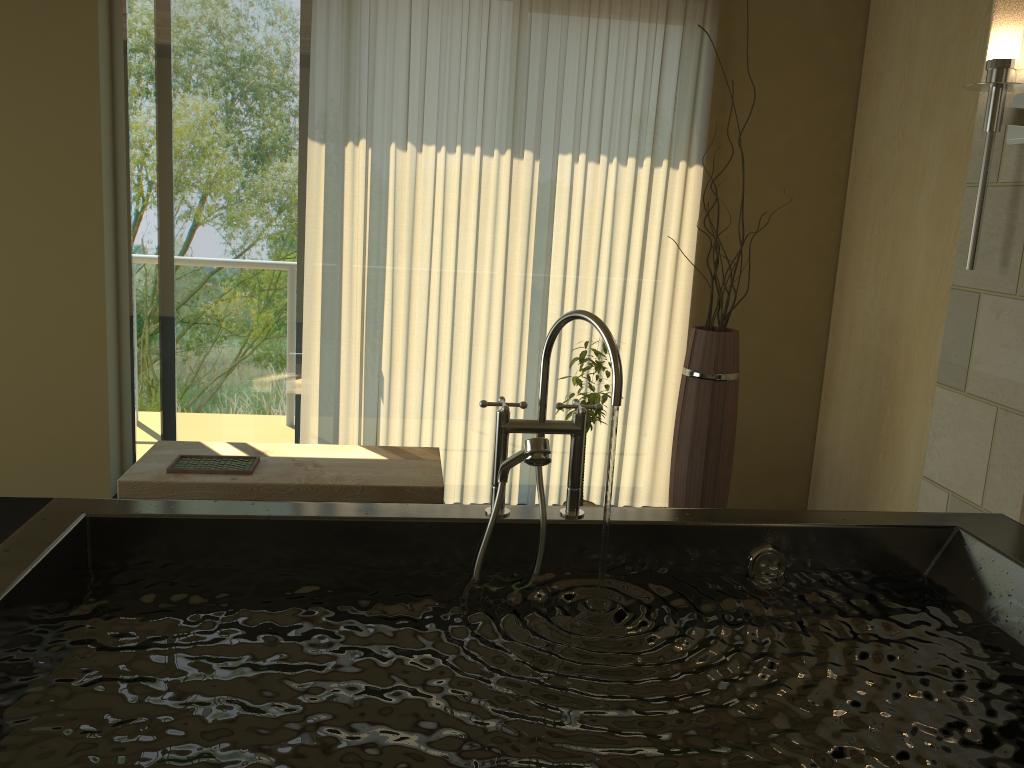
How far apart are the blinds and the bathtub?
2.09m

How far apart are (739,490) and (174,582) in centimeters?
314cm

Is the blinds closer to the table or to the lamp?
the table

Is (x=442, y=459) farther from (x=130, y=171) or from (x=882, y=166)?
(x=882, y=166)

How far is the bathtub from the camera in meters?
1.3

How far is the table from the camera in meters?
3.1

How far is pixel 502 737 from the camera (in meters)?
1.31

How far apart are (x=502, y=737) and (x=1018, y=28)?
2.24m

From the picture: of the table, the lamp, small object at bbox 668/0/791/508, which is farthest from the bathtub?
small object at bbox 668/0/791/508

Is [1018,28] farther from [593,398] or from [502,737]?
[502,737]
